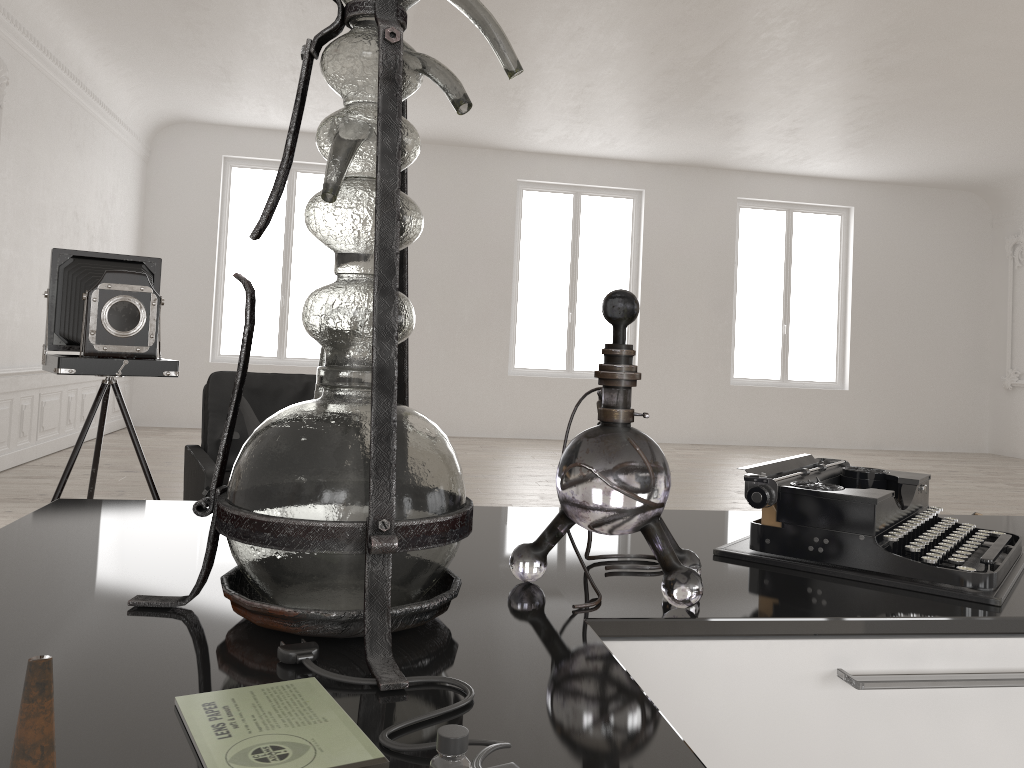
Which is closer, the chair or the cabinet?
the cabinet

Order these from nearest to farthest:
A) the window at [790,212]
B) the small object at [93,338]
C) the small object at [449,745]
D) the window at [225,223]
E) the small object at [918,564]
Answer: the small object at [449,745]
the small object at [918,564]
the small object at [93,338]
the window at [225,223]
the window at [790,212]

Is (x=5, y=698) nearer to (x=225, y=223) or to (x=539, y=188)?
(x=225, y=223)

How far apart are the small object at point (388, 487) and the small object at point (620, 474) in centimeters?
11cm

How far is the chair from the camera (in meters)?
3.96

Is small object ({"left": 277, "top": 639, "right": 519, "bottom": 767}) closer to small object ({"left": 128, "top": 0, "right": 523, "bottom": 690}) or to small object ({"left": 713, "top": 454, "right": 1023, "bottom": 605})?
small object ({"left": 128, "top": 0, "right": 523, "bottom": 690})

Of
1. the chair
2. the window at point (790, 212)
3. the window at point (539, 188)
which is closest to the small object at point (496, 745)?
the chair

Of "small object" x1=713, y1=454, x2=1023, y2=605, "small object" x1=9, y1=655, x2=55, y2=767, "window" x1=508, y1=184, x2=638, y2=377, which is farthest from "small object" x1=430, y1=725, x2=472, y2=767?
"window" x1=508, y1=184, x2=638, y2=377

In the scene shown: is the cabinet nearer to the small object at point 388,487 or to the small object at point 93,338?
the small object at point 388,487

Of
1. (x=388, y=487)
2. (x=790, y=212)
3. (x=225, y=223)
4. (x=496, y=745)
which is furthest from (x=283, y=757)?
(x=790, y=212)
